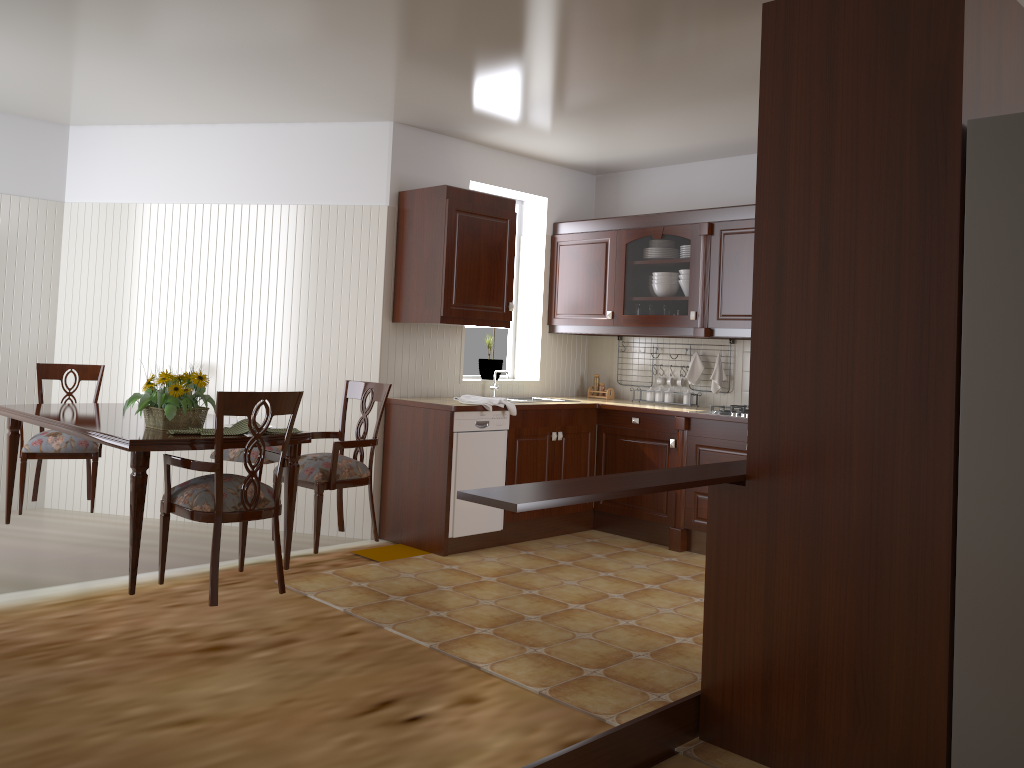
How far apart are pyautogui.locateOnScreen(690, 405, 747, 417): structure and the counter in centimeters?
21cm

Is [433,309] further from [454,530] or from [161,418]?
[161,418]

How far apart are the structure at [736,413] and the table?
2.53m

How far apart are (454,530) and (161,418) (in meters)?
1.90

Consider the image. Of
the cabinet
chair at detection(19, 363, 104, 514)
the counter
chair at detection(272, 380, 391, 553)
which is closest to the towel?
the counter

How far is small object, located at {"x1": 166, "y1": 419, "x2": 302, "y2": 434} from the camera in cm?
344

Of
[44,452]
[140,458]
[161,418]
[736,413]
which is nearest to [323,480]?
[161,418]

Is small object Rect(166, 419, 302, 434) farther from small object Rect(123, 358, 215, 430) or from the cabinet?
the cabinet

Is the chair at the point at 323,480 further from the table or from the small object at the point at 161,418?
the small object at the point at 161,418

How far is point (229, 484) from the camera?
3.3 meters
